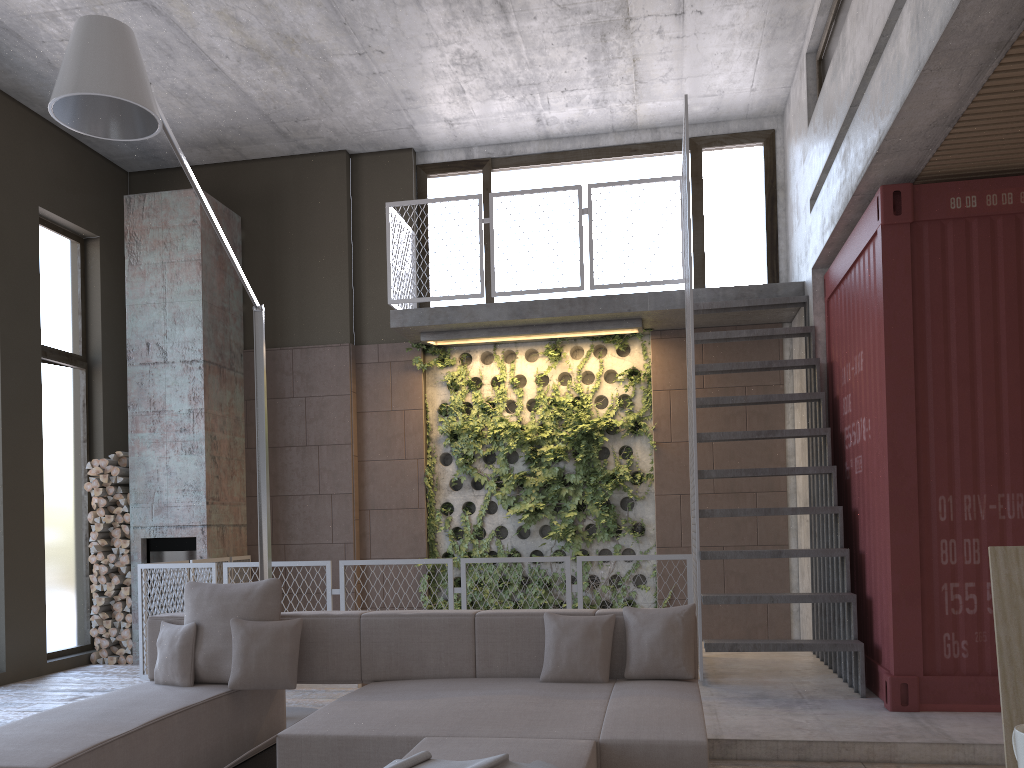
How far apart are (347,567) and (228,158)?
4.5 meters

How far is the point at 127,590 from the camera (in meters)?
8.27

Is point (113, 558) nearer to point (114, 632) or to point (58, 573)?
point (58, 573)

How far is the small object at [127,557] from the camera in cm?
829

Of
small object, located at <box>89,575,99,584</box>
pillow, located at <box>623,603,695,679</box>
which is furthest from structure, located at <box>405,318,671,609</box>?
pillow, located at <box>623,603,695,679</box>

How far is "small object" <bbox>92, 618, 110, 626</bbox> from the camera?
8.23m

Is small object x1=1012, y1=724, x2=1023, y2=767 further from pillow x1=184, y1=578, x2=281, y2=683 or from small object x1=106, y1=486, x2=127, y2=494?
small object x1=106, y1=486, x2=127, y2=494

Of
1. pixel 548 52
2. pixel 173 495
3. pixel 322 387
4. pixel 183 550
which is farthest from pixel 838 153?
Result: pixel 183 550

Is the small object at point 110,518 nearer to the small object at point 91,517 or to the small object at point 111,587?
the small object at point 91,517

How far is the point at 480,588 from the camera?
8.68m
